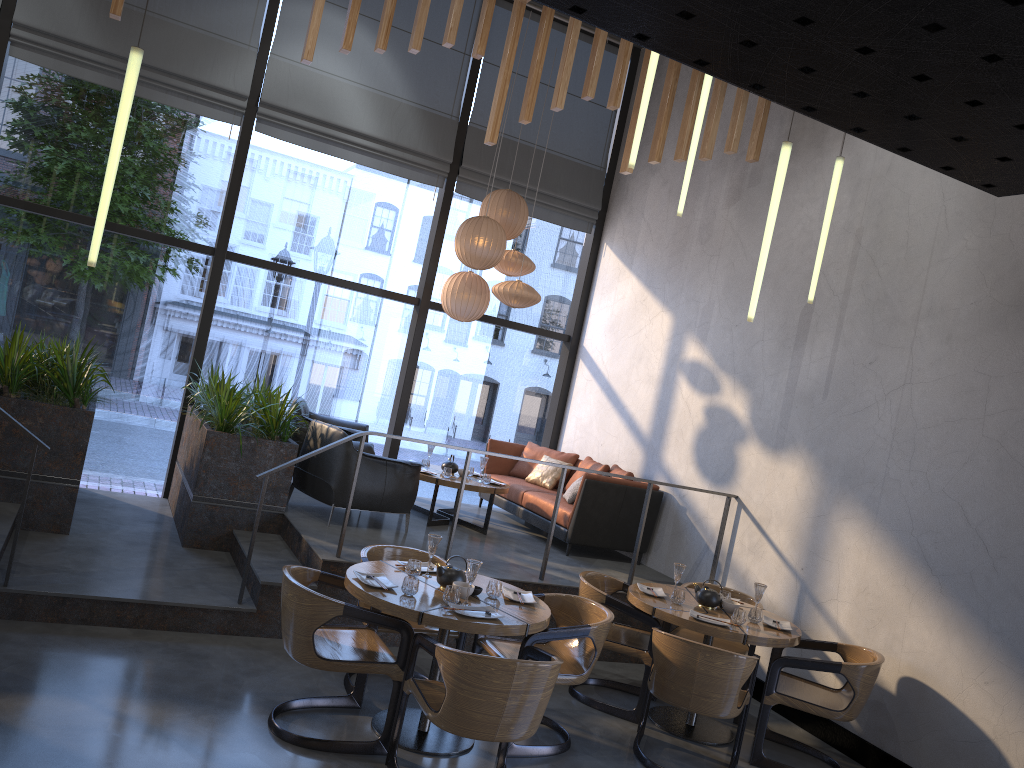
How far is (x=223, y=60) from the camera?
8.2m

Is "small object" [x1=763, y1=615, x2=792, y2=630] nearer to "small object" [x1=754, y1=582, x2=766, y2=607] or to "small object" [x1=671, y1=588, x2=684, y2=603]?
"small object" [x1=754, y1=582, x2=766, y2=607]

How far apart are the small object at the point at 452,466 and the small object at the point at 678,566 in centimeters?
300cm

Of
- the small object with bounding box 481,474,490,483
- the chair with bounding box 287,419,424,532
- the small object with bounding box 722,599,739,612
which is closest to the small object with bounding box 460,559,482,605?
the small object with bounding box 722,599,739,612

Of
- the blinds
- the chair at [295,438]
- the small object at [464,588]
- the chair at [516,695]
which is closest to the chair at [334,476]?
the chair at [295,438]

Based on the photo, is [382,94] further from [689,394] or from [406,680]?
[406,680]

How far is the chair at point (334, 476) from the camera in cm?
679

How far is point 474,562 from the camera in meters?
4.4 m

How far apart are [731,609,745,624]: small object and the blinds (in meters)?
5.51

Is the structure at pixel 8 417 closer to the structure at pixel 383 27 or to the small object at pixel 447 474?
the small object at pixel 447 474
